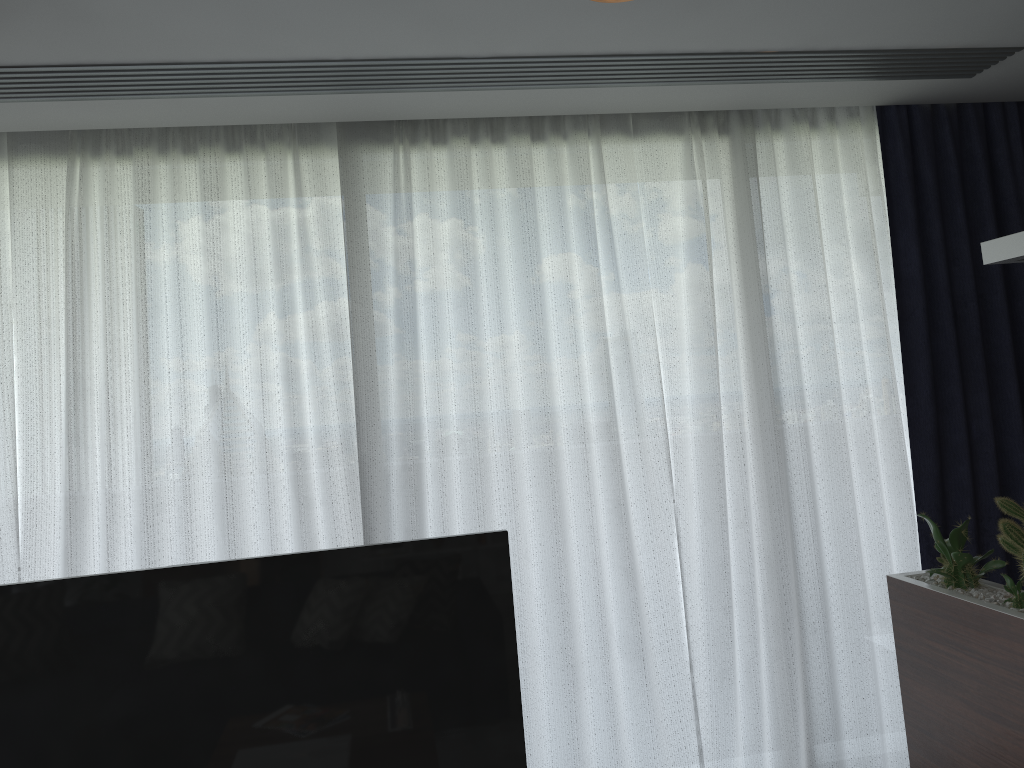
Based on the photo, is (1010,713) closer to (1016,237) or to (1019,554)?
(1019,554)

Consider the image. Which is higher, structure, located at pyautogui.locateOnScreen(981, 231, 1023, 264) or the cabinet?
structure, located at pyautogui.locateOnScreen(981, 231, 1023, 264)

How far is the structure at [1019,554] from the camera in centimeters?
210cm

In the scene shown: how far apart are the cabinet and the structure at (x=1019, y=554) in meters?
0.0

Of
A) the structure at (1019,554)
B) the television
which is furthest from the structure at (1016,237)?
the television

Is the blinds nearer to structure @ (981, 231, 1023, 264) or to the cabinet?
the cabinet

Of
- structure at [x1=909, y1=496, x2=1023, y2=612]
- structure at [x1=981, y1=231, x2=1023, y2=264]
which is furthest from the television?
structure at [x1=981, y1=231, x2=1023, y2=264]

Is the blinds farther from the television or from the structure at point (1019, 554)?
the television

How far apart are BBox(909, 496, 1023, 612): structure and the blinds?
0.75m

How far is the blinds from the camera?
3.0m
